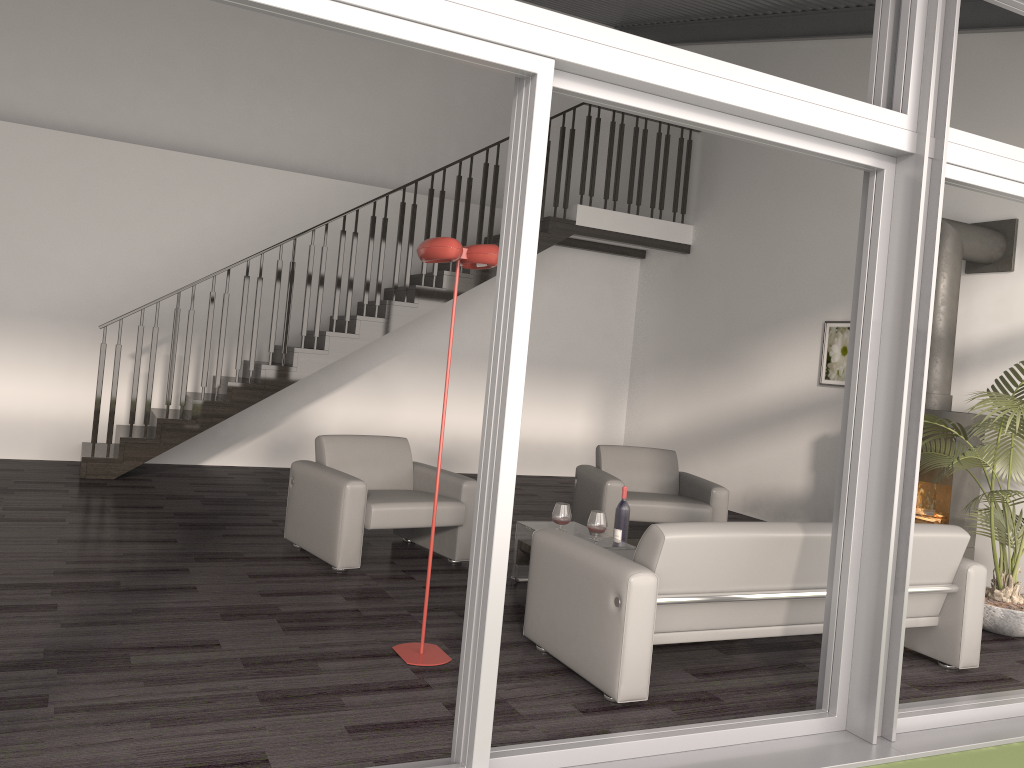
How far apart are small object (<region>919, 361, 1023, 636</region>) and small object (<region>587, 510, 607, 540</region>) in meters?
1.9 m

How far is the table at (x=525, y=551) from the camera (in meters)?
5.21

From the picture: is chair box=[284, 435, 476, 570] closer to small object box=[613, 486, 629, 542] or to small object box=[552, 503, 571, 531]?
small object box=[552, 503, 571, 531]

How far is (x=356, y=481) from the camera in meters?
5.1 m

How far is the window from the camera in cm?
262

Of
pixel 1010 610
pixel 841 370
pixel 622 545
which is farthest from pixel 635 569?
pixel 841 370

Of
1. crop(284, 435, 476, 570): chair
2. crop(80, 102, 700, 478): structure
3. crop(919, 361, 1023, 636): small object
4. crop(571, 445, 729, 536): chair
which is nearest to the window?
crop(919, 361, 1023, 636): small object

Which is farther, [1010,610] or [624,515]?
[624,515]

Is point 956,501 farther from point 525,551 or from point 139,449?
point 139,449

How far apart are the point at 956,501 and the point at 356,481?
4.04m
